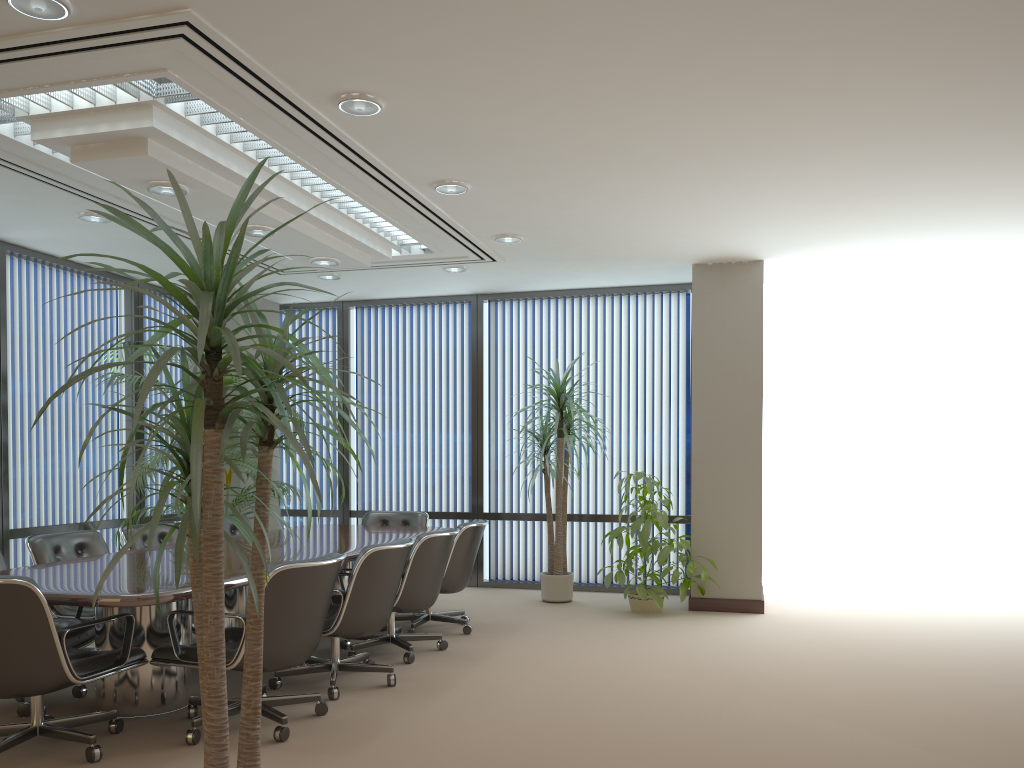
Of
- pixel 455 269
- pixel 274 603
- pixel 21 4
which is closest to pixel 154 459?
pixel 455 269

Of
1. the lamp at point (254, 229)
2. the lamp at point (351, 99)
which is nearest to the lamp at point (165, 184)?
the lamp at point (254, 229)

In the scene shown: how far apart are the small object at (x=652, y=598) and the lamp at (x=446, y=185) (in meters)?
3.08

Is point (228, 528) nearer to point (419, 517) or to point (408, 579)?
point (419, 517)

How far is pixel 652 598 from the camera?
7.3 meters

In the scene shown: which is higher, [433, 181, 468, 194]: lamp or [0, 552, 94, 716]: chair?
[433, 181, 468, 194]: lamp

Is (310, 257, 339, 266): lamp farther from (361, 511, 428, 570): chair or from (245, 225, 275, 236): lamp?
(361, 511, 428, 570): chair

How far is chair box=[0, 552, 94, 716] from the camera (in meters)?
4.47

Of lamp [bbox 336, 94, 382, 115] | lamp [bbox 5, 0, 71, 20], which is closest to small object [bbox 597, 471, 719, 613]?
lamp [bbox 336, 94, 382, 115]

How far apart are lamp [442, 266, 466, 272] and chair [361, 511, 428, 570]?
2.2 meters
